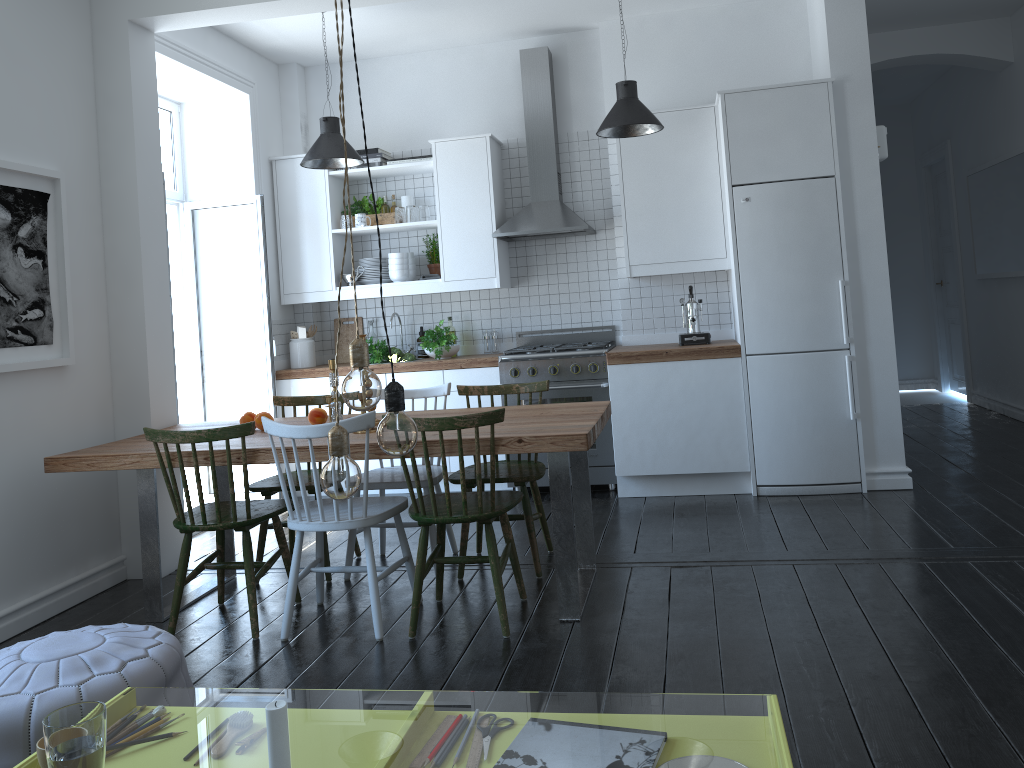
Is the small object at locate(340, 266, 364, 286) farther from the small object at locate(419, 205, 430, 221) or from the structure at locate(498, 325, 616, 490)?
the structure at locate(498, 325, 616, 490)

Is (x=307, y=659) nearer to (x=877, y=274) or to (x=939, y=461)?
(x=877, y=274)

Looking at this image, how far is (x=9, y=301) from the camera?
3.7 meters

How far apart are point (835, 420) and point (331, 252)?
3.4 meters

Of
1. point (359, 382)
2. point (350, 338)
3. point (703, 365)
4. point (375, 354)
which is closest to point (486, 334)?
point (375, 354)

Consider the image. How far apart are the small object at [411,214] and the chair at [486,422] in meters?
2.8

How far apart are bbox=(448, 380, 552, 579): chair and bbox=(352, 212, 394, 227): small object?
2.2 meters

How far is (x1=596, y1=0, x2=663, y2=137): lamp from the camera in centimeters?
470cm

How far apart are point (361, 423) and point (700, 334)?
2.79m

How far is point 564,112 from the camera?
6.0m
